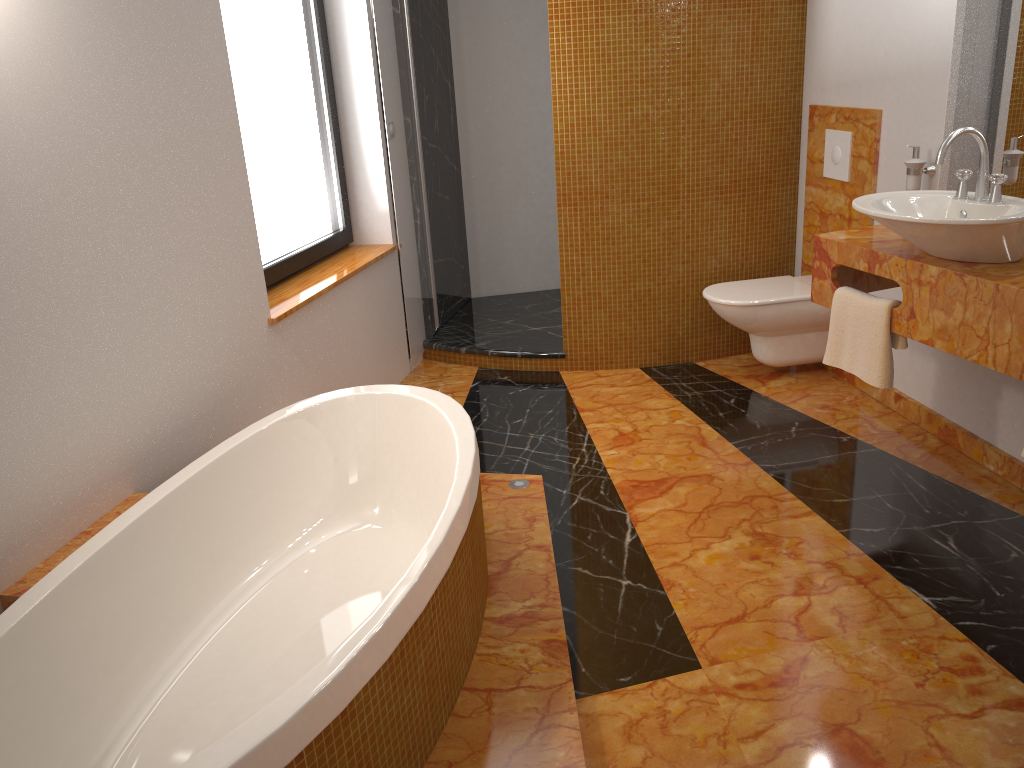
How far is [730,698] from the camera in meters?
2.1

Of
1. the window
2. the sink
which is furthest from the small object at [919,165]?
the window

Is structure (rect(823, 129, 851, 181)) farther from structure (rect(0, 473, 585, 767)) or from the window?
the window

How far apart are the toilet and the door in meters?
1.3

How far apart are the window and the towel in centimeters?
206cm

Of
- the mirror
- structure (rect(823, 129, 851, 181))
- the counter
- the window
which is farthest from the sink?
the window

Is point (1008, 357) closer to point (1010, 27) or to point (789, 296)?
point (1010, 27)

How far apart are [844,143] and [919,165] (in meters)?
0.59

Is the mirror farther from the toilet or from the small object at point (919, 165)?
the toilet

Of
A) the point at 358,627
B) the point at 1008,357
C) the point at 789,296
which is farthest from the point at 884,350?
the point at 358,627
